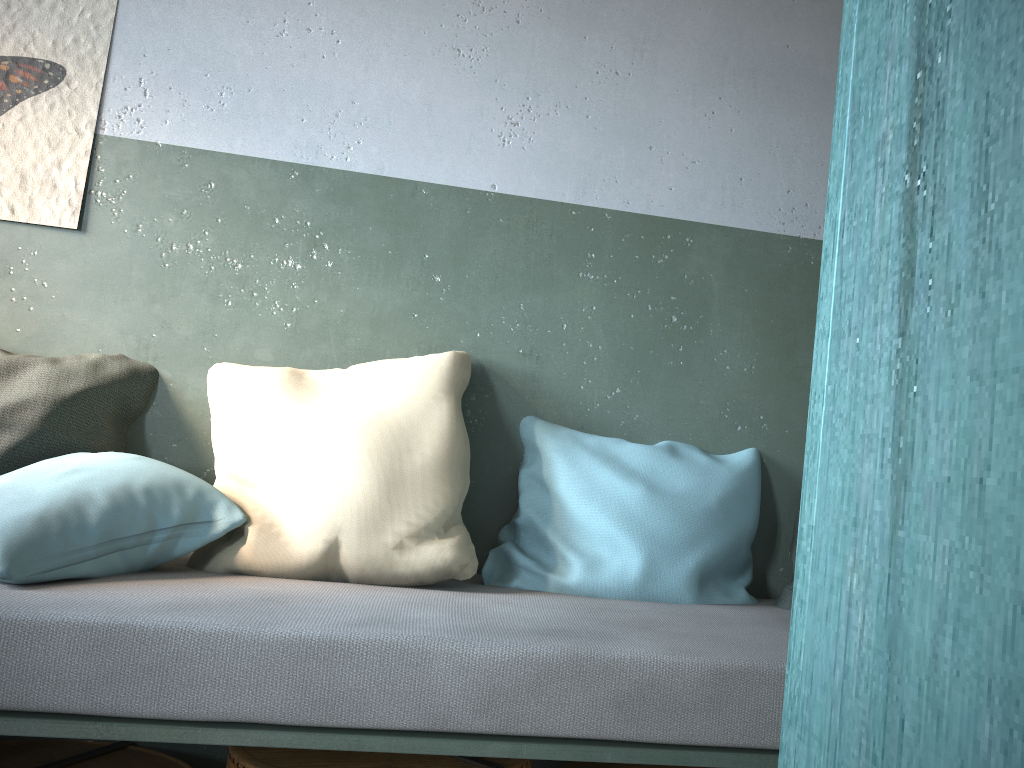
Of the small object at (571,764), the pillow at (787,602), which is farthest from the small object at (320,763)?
the pillow at (787,602)

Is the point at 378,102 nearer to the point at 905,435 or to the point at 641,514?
the point at 641,514

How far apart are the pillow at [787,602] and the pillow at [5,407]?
1.66m

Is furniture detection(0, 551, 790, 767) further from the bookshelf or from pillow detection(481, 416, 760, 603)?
the bookshelf

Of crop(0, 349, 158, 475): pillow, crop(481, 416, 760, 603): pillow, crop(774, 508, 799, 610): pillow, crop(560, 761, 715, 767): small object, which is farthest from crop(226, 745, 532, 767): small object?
crop(0, 349, 158, 475): pillow

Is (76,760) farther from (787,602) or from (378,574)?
(787,602)

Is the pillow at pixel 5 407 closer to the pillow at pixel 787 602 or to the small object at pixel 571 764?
the small object at pixel 571 764

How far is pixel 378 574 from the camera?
1.95m

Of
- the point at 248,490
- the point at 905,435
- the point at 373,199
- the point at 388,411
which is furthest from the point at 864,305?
the point at 373,199

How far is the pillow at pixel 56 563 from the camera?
1.7m
